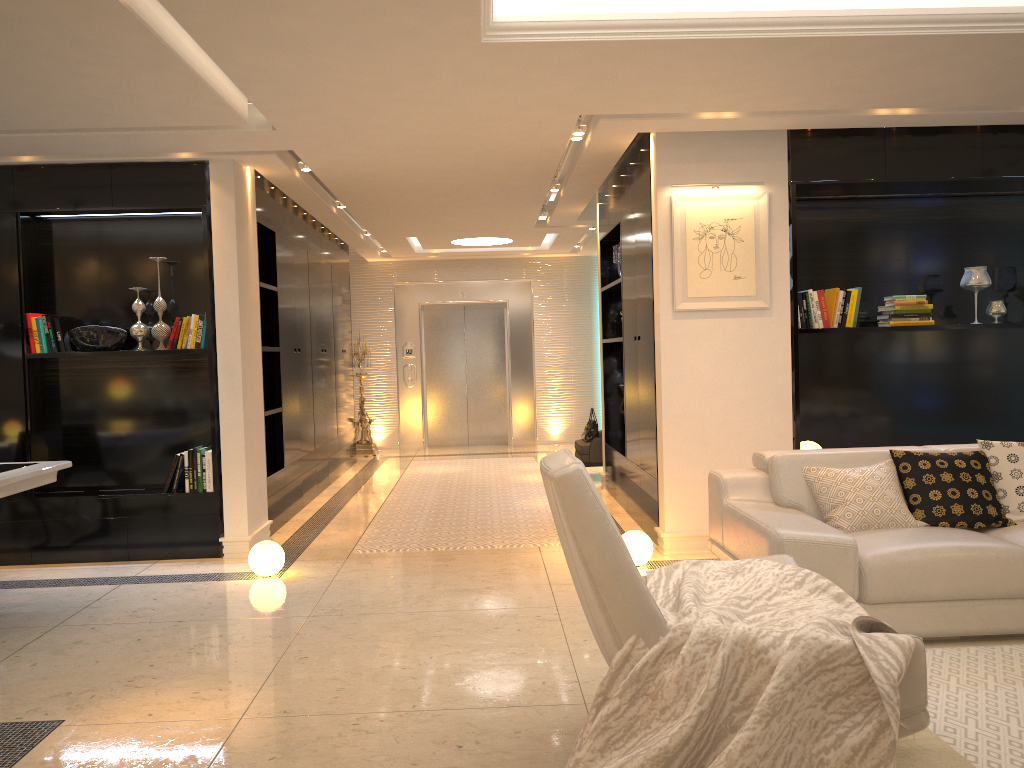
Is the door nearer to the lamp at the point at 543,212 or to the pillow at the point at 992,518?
the lamp at the point at 543,212

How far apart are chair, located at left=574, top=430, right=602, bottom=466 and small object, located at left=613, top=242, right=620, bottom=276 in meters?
2.1 m

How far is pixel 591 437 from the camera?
8.9 meters

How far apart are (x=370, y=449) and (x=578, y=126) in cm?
691

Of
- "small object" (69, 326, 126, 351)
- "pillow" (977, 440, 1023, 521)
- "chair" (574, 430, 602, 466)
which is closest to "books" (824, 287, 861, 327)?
"pillow" (977, 440, 1023, 521)

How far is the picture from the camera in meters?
5.5 m

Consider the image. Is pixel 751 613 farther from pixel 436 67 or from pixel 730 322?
pixel 730 322

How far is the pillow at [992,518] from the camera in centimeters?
423cm

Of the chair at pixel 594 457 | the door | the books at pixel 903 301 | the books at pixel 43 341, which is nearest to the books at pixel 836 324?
the books at pixel 903 301

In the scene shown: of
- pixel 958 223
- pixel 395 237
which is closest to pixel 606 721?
pixel 958 223
